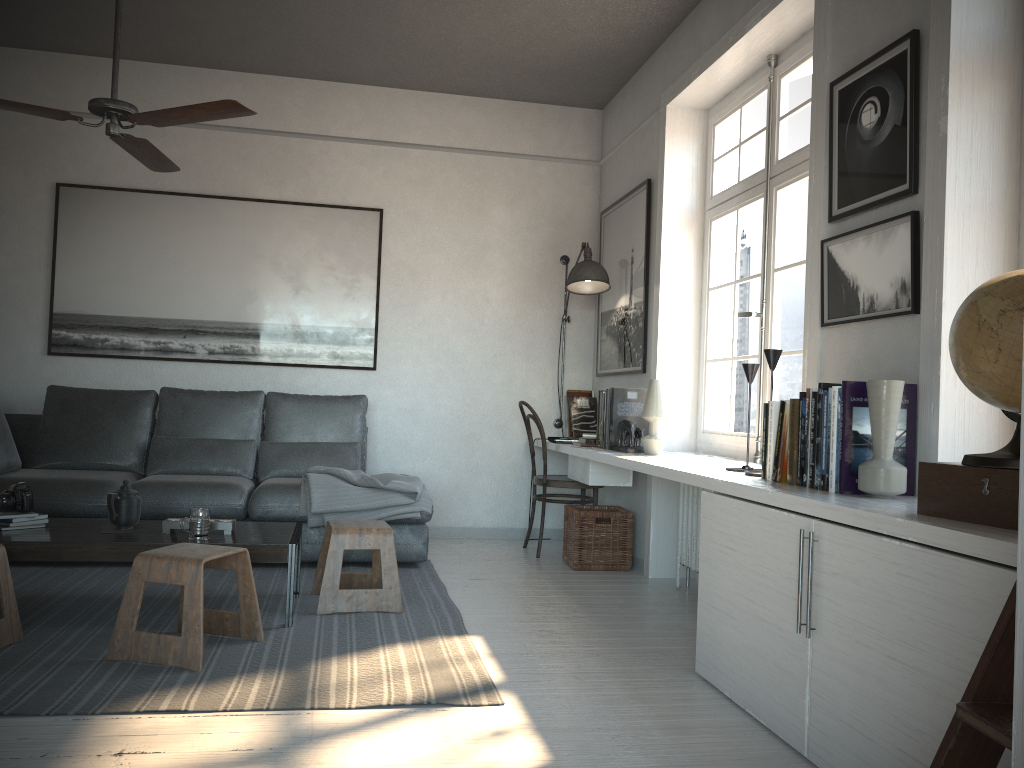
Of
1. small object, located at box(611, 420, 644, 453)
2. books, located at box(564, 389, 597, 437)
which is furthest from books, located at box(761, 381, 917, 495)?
books, located at box(564, 389, 597, 437)

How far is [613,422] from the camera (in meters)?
4.58

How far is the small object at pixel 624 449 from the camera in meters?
4.4

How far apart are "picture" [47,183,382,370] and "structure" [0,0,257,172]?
1.5m

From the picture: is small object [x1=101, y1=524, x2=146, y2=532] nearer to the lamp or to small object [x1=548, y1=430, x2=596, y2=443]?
small object [x1=548, y1=430, x2=596, y2=443]

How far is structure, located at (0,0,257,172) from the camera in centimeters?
314cm

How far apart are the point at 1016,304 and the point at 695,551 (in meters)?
2.60

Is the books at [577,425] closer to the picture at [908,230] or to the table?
the table

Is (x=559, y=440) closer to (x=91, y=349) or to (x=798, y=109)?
(x=798, y=109)

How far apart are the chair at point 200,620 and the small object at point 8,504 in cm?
82
